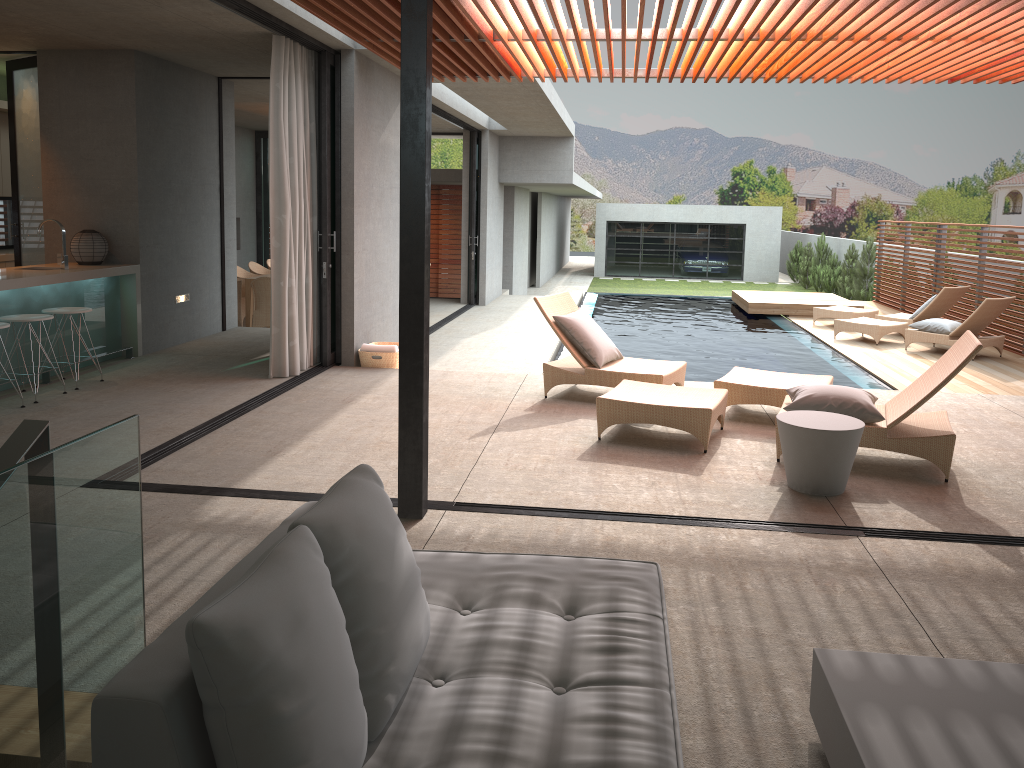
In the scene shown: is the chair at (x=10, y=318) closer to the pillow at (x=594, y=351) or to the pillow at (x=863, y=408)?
the pillow at (x=594, y=351)

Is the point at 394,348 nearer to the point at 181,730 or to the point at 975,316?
the point at 181,730

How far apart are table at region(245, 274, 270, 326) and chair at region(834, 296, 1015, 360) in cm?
855

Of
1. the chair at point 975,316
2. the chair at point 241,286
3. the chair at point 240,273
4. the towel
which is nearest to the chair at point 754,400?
the towel

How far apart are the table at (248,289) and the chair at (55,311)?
5.1 meters

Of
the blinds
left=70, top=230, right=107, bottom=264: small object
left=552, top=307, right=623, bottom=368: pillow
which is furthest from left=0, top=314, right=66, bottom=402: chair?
left=552, top=307, right=623, bottom=368: pillow

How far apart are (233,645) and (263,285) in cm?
1061

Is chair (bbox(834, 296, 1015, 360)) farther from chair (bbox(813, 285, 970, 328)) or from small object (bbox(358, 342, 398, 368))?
small object (bbox(358, 342, 398, 368))

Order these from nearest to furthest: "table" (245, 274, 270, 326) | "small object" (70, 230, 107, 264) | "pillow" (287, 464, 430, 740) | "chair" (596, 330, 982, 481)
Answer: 1. "pillow" (287, 464, 430, 740)
2. "chair" (596, 330, 982, 481)
3. "small object" (70, 230, 107, 264)
4. "table" (245, 274, 270, 326)

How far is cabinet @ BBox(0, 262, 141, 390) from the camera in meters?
7.1
